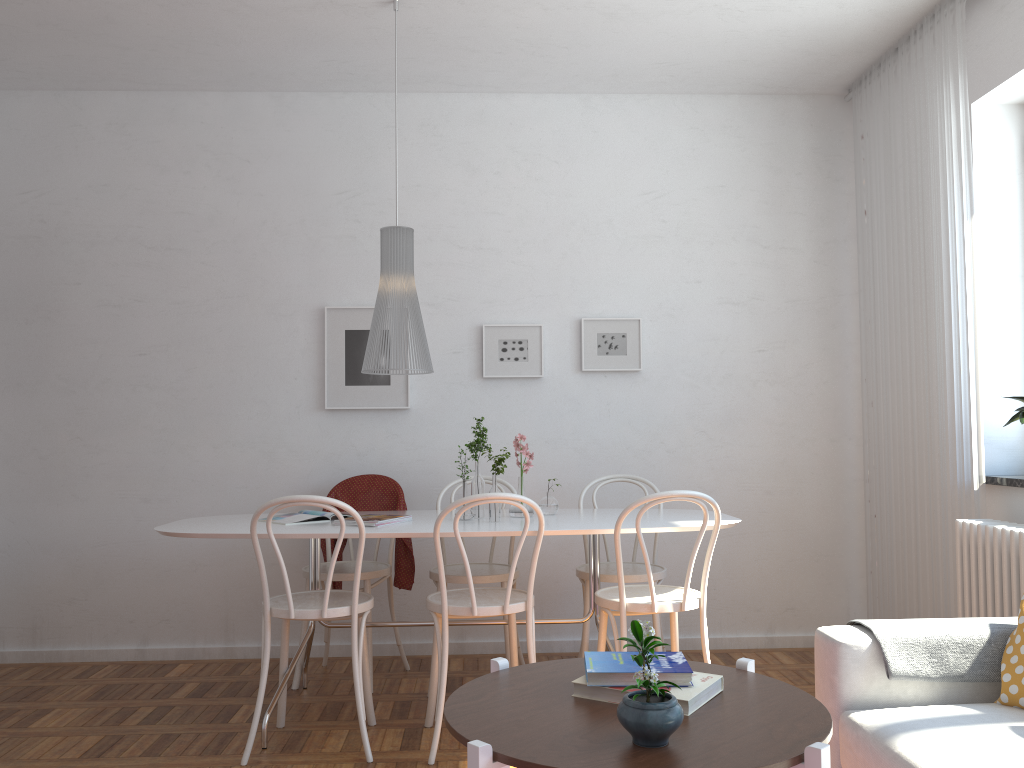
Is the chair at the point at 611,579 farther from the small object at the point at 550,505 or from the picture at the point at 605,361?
the picture at the point at 605,361

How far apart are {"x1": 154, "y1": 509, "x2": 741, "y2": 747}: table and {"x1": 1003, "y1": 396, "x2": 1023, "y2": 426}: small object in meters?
1.1 m

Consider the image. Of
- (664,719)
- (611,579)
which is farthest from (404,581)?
(664,719)

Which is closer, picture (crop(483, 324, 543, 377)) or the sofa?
the sofa

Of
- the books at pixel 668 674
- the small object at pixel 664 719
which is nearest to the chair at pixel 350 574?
the books at pixel 668 674

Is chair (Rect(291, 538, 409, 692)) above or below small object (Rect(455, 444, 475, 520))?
below

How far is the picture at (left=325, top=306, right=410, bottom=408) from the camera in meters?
A: 4.5 m

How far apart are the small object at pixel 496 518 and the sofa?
1.4m

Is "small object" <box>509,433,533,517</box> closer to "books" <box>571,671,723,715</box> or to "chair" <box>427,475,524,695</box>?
"chair" <box>427,475,524,695</box>

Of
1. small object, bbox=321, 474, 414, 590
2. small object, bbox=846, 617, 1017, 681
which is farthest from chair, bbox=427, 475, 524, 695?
small object, bbox=846, 617, 1017, 681
